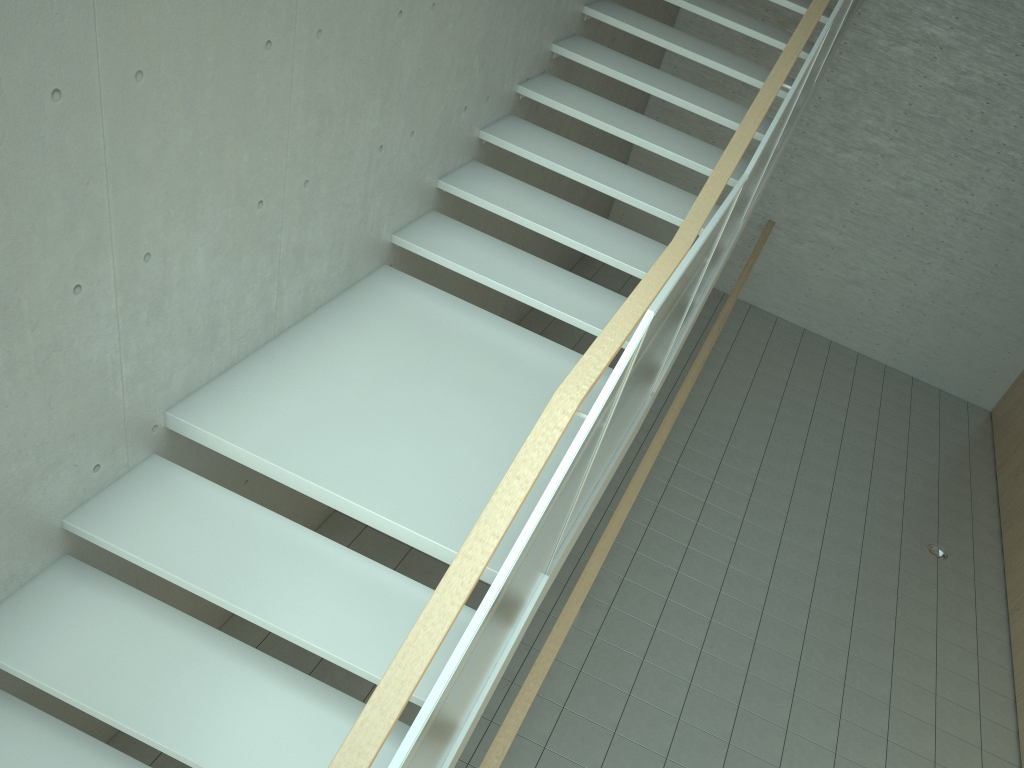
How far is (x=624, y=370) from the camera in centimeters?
243cm

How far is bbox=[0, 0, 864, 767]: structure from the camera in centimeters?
243cm

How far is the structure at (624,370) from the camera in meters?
2.4 m
